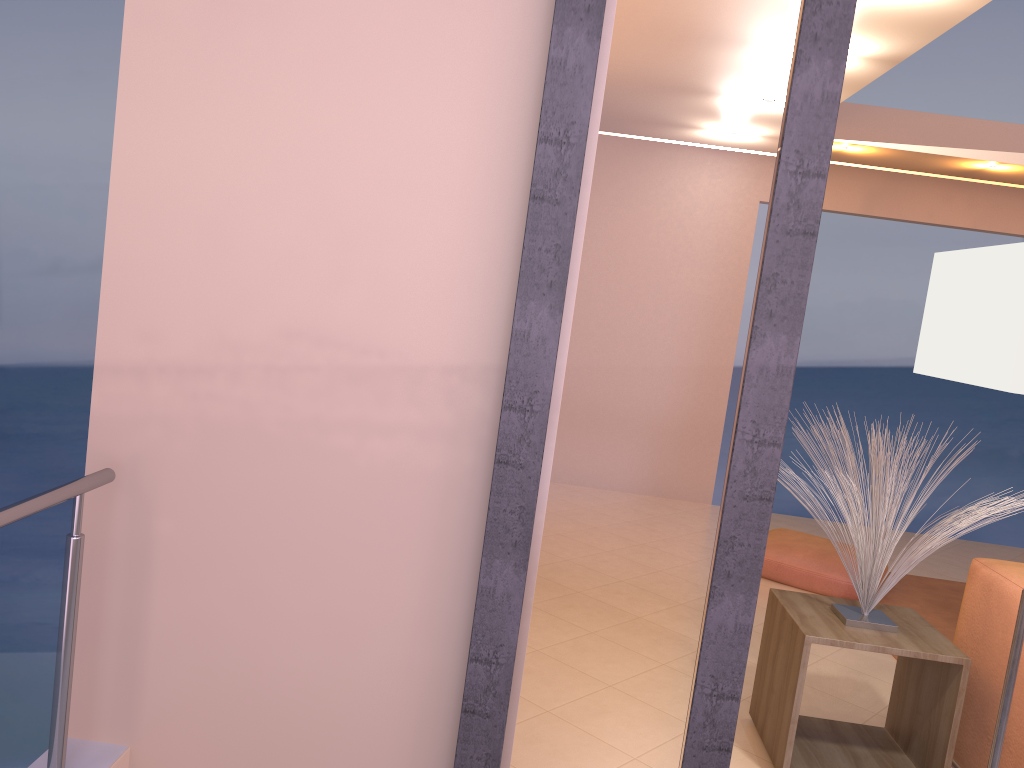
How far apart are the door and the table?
1.06m

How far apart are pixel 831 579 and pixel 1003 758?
1.96m

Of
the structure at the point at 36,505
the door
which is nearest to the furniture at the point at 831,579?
the door

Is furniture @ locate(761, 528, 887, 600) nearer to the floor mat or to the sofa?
the floor mat

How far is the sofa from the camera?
2.49m

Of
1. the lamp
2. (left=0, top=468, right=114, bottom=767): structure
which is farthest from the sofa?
(left=0, top=468, right=114, bottom=767): structure

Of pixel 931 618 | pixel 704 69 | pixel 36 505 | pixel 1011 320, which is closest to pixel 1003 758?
pixel 1011 320

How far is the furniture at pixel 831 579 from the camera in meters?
4.4

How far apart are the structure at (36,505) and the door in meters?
0.7

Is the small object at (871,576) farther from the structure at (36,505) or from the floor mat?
the structure at (36,505)
